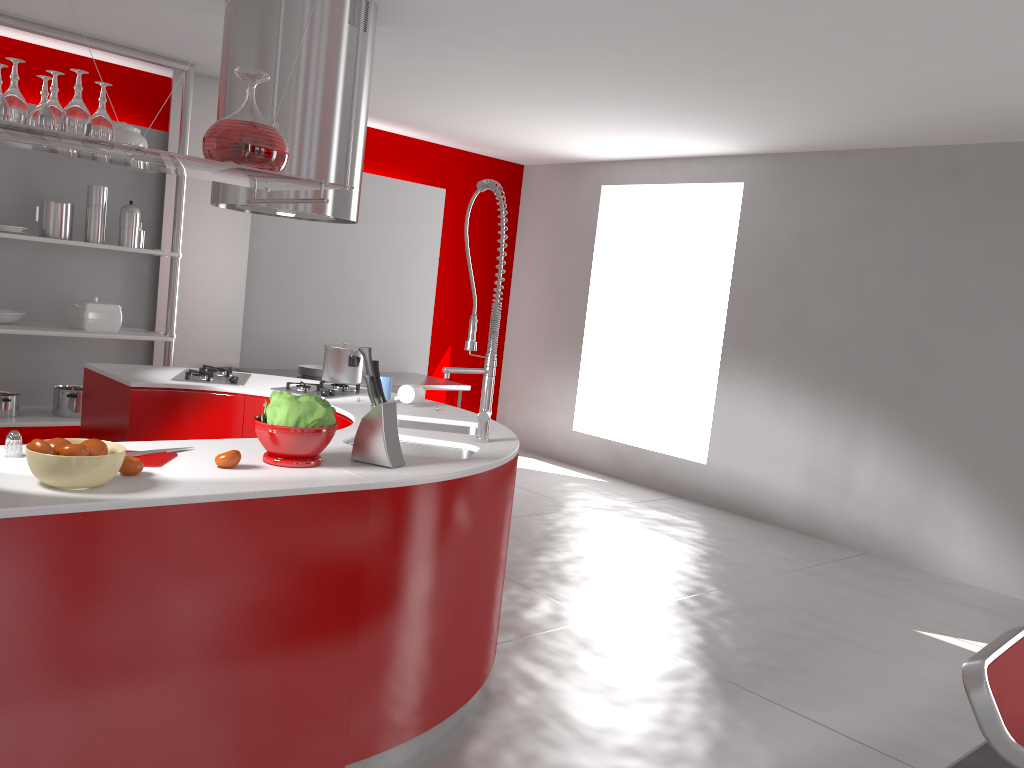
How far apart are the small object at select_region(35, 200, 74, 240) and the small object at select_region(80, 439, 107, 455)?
3.5 meters

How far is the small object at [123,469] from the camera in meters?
2.1 m

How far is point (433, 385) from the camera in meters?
6.5

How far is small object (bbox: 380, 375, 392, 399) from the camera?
3.8 meters

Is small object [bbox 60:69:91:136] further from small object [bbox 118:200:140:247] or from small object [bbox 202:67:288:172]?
small object [bbox 118:200:140:247]

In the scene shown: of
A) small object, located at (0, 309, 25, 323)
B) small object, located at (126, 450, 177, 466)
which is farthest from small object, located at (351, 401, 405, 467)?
small object, located at (0, 309, 25, 323)

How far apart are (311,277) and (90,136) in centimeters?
465cm

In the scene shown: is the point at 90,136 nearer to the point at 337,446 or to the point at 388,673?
the point at 337,446

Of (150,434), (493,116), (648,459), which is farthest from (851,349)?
(150,434)

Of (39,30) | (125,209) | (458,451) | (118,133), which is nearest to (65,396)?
(125,209)
